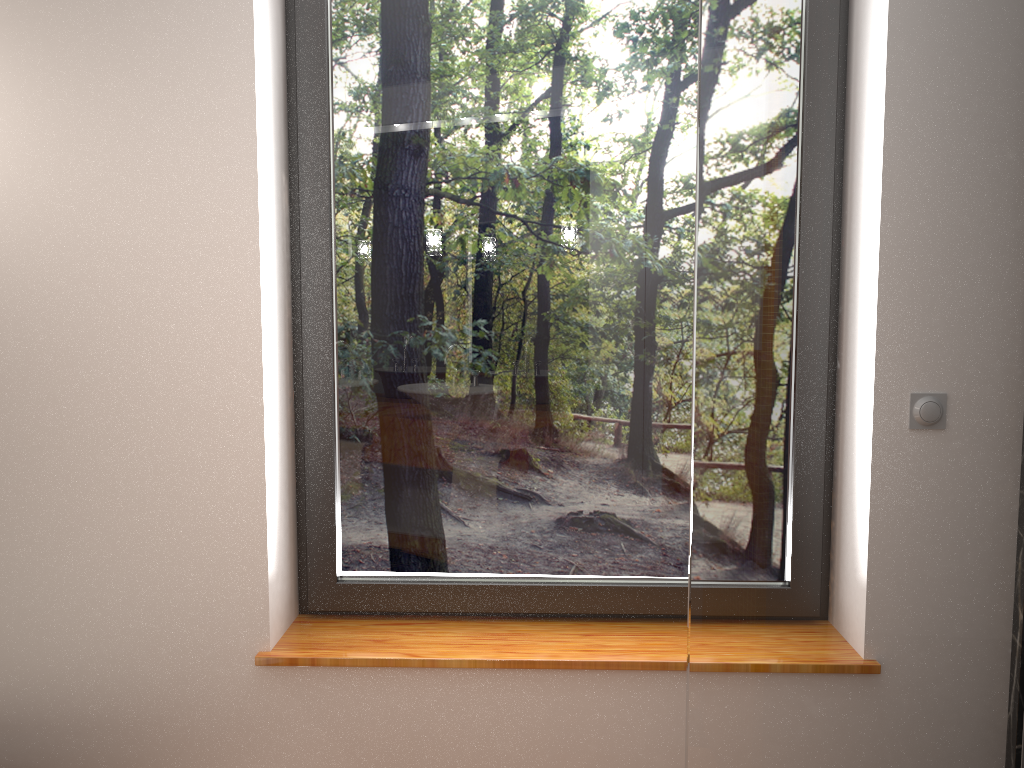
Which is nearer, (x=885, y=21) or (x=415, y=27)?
(x=885, y=21)

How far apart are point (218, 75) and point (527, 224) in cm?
68

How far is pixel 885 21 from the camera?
1.5m

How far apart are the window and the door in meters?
0.4 m

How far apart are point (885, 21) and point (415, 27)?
0.93m

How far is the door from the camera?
1.55m

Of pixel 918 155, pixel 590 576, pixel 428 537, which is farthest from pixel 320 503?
pixel 918 155

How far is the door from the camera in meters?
1.5 m

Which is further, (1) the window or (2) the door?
(1) the window

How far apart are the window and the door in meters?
0.4
